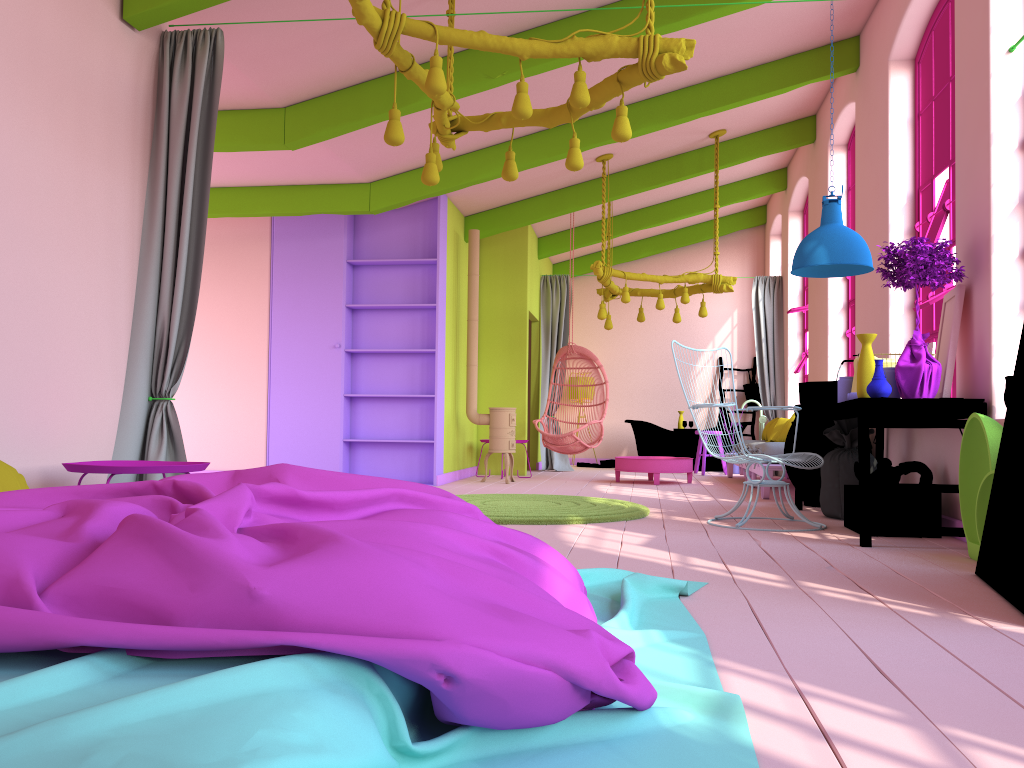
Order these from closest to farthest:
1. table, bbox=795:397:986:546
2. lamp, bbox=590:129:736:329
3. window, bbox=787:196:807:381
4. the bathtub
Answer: table, bbox=795:397:986:546 → lamp, bbox=590:129:736:329 → window, bbox=787:196:807:381 → the bathtub

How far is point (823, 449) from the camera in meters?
7.1

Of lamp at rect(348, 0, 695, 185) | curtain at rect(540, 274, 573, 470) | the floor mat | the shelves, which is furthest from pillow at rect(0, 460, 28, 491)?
curtain at rect(540, 274, 573, 470)

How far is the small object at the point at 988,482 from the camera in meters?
4.1 m

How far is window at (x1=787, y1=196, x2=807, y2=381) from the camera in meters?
11.0 m

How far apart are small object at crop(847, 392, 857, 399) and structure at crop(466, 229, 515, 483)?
4.6m

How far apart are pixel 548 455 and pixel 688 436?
2.10m

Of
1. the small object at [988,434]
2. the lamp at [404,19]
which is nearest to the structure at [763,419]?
the small object at [988,434]

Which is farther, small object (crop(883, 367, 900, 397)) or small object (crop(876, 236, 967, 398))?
small object (crop(883, 367, 900, 397))

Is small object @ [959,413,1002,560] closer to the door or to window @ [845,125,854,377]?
the door
